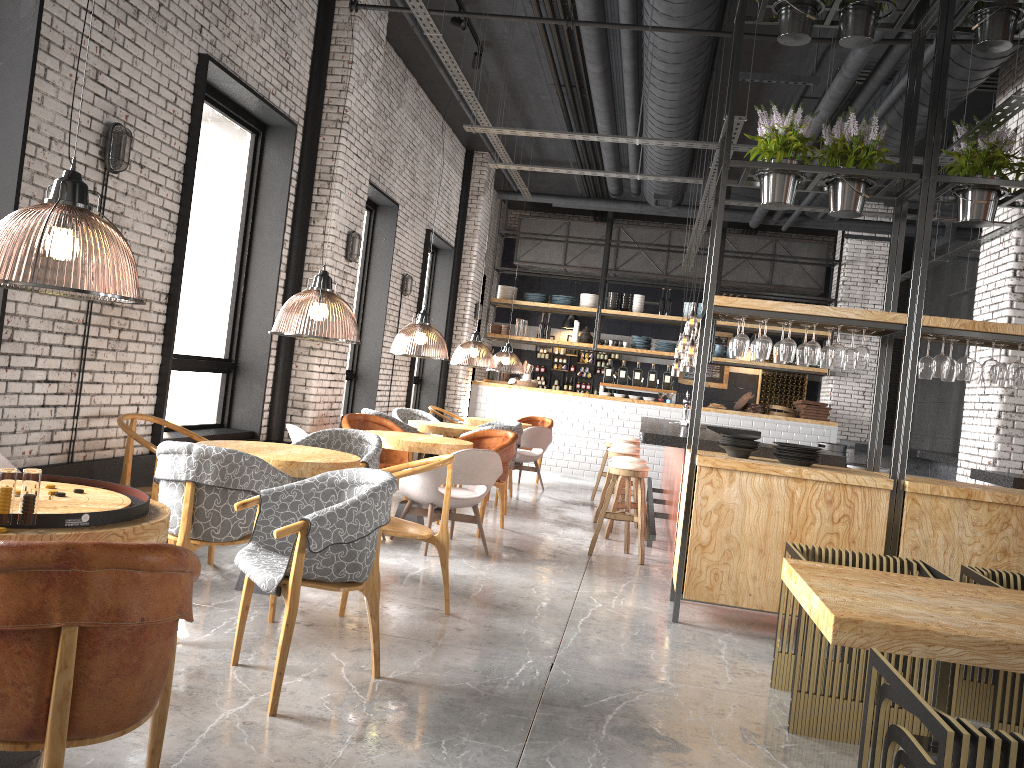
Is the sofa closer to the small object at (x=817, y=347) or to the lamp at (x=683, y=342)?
the small object at (x=817, y=347)

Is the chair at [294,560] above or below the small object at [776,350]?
below

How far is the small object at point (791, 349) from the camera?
5.49m

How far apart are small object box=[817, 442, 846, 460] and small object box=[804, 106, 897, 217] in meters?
6.6

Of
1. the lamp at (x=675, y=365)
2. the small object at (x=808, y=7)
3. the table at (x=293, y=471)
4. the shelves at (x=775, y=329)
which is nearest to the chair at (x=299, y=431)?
the table at (x=293, y=471)

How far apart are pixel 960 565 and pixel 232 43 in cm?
601

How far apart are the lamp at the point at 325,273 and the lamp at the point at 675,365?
8.3m

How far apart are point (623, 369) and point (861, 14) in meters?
9.3

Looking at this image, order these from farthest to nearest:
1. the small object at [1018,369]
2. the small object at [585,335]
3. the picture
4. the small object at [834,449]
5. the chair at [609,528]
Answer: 1. the picture
2. the small object at [585,335]
3. the small object at [834,449]
4. the chair at [609,528]
5. the small object at [1018,369]

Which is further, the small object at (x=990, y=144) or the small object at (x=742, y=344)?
the small object at (x=742, y=344)
